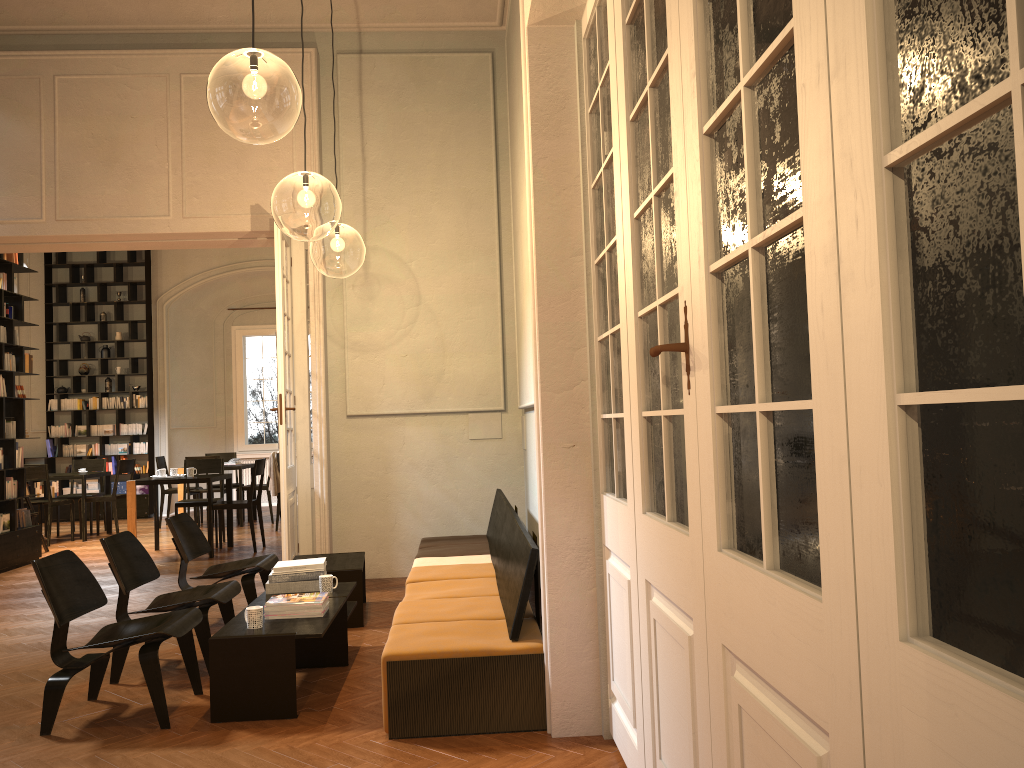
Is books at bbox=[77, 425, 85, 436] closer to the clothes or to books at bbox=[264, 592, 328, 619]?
the clothes

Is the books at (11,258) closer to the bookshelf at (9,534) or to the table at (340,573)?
the bookshelf at (9,534)

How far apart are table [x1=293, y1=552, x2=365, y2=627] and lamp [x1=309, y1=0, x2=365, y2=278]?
4.01m

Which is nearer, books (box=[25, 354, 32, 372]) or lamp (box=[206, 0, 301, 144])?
lamp (box=[206, 0, 301, 144])

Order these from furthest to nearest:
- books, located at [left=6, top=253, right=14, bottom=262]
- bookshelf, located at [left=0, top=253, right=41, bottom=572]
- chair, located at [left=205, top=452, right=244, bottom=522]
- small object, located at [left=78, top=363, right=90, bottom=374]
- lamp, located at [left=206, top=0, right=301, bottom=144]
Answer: small object, located at [left=78, top=363, right=90, bottom=374] < chair, located at [left=205, top=452, right=244, bottom=522] < books, located at [left=6, top=253, right=14, bottom=262] < bookshelf, located at [left=0, top=253, right=41, bottom=572] < lamp, located at [left=206, top=0, right=301, bottom=144]

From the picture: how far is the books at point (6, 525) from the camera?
9.5m

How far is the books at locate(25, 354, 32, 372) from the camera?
10.2 meters

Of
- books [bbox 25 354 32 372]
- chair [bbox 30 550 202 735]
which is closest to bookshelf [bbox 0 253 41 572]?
books [bbox 25 354 32 372]

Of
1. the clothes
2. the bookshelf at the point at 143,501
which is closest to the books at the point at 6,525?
the clothes

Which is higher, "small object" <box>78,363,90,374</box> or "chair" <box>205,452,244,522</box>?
"small object" <box>78,363,90,374</box>
